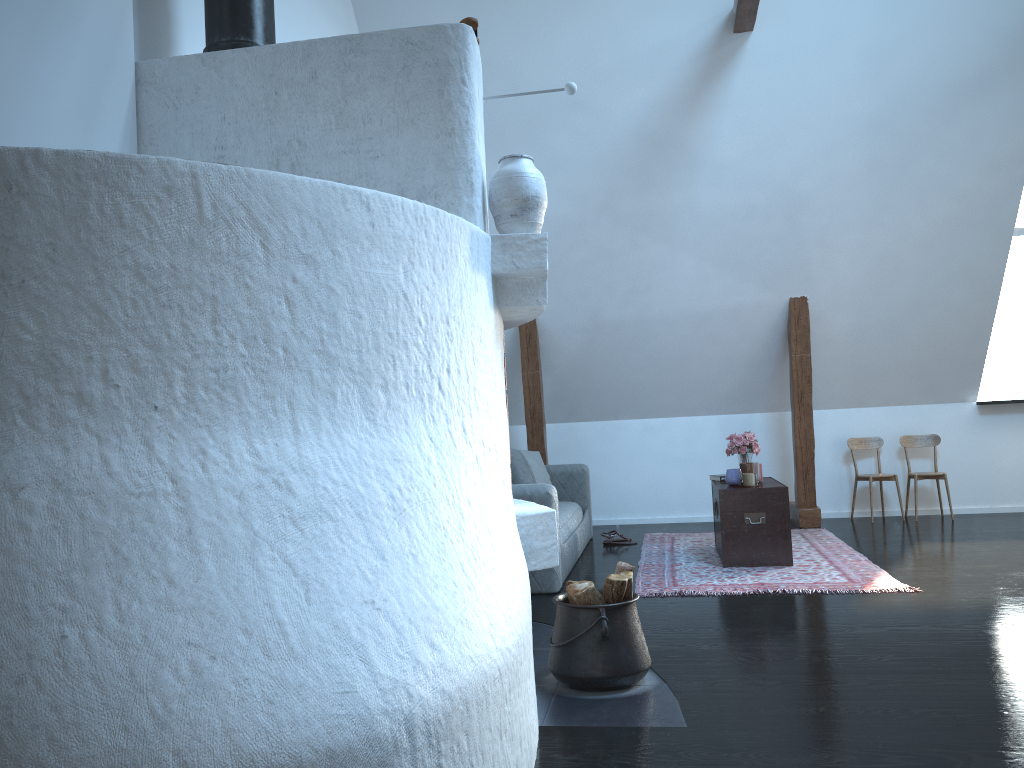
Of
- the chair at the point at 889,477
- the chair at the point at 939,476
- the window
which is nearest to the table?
the chair at the point at 889,477

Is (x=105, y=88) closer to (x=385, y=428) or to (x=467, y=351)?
(x=467, y=351)

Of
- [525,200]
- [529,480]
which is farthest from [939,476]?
[525,200]

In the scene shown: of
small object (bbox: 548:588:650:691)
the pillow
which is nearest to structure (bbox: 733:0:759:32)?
the pillow

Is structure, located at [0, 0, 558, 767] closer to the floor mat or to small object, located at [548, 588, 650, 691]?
small object, located at [548, 588, 650, 691]

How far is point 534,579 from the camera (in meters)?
4.99

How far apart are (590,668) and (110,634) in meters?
1.9 m

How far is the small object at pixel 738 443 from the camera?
6.15m

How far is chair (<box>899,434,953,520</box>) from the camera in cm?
730

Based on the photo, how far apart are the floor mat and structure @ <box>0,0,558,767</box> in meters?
1.8 m
